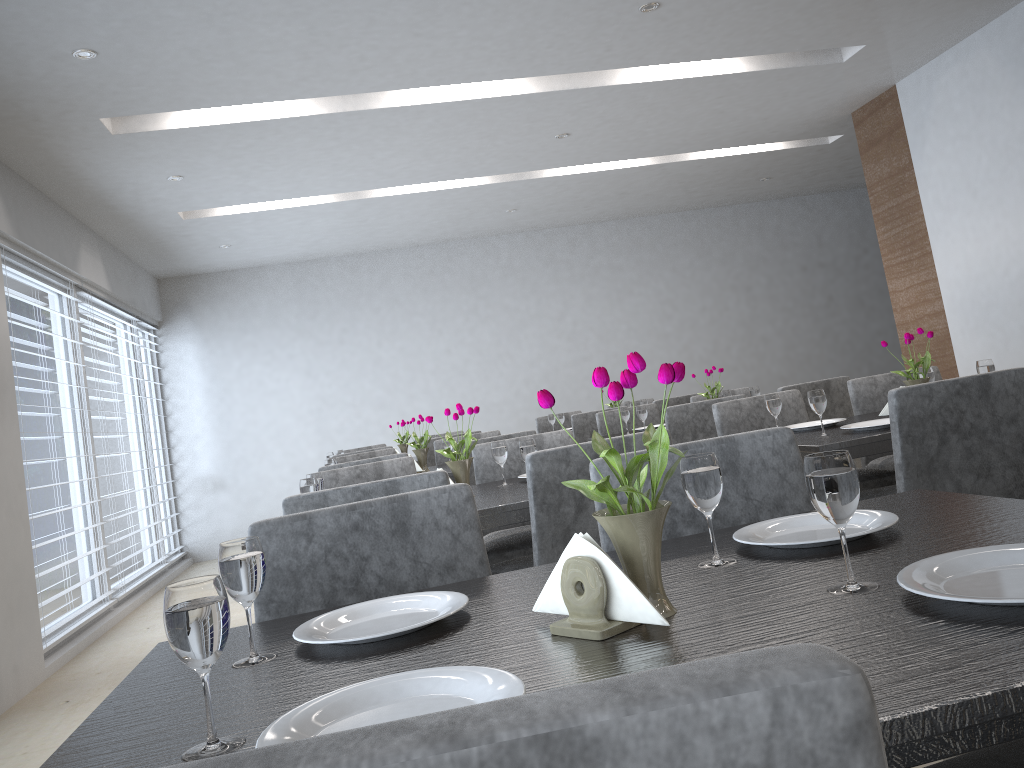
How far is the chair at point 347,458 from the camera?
4.80m

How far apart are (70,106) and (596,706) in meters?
4.2

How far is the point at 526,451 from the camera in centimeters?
257cm

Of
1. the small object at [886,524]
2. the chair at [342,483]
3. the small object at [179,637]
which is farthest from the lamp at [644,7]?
the small object at [179,637]

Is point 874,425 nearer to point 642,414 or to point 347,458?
point 642,414

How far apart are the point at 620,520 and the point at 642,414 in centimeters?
345cm

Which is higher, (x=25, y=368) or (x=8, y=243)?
(x=8, y=243)

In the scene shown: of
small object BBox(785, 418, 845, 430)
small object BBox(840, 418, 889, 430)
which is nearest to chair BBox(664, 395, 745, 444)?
small object BBox(785, 418, 845, 430)

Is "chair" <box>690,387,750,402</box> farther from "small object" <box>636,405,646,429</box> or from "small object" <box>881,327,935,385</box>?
"small object" <box>881,327,935,385</box>

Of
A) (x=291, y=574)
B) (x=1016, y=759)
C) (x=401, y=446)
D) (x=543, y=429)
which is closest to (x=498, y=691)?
(x=1016, y=759)
